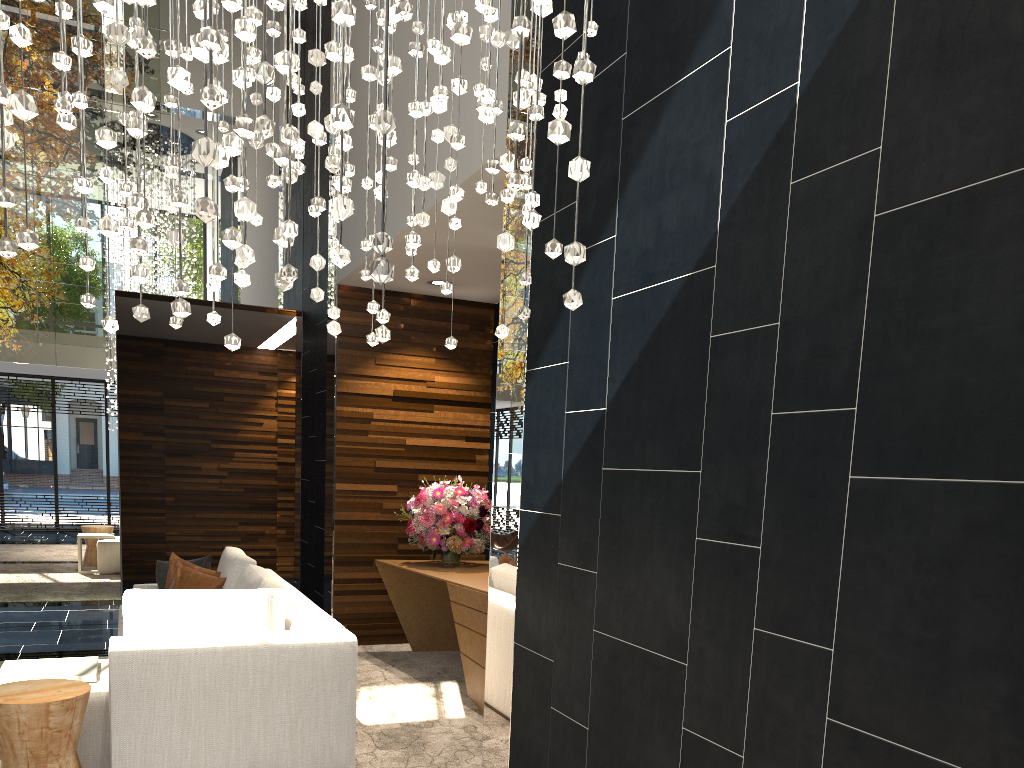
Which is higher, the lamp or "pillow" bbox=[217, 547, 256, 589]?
the lamp

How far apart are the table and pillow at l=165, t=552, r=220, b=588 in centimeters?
146cm

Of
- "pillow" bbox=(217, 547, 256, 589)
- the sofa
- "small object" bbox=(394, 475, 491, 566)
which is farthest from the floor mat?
"pillow" bbox=(217, 547, 256, 589)

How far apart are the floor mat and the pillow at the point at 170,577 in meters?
1.4 m

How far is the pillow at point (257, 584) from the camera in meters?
4.4

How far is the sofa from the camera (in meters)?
3.42

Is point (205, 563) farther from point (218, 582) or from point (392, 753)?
point (392, 753)

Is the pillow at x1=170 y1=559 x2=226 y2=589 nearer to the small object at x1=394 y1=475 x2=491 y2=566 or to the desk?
the desk

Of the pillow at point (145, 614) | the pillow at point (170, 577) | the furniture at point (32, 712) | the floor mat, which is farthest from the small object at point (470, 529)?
the furniture at point (32, 712)

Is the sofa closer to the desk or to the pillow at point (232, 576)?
the pillow at point (232, 576)
